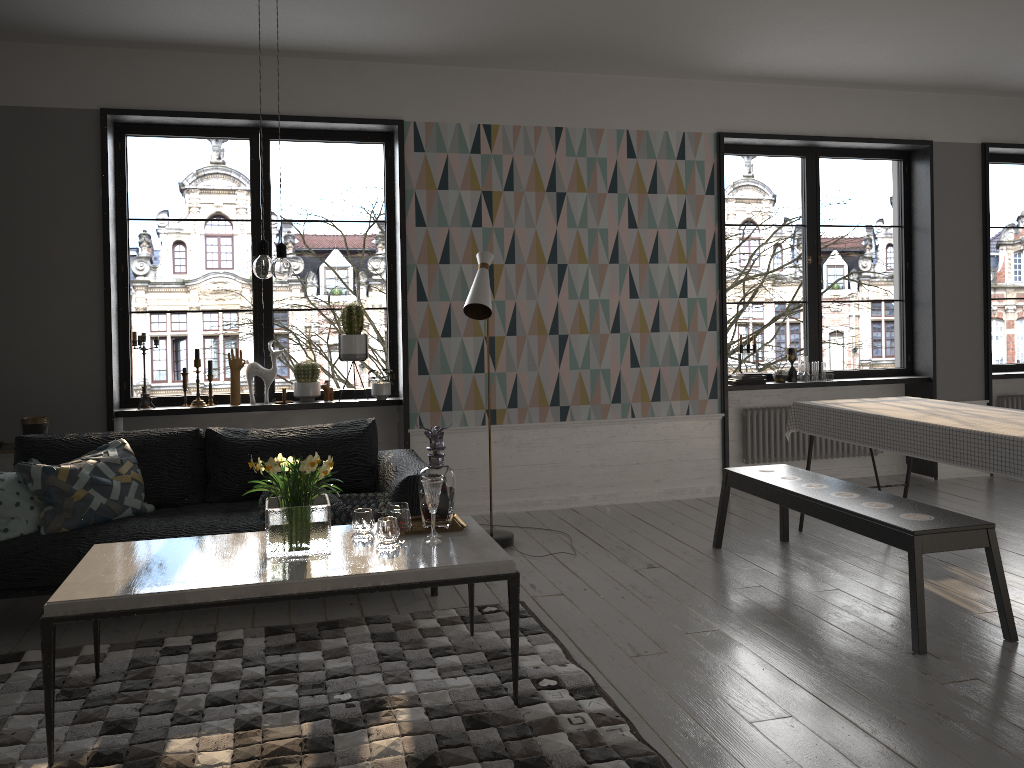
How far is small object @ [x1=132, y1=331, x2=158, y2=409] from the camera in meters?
5.5 m

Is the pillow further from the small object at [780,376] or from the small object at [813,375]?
the small object at [813,375]

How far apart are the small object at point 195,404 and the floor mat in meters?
2.1

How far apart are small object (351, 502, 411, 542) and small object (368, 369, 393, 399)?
2.27m

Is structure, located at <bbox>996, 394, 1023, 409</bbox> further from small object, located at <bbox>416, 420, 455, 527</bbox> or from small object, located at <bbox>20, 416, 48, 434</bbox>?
small object, located at <bbox>20, 416, 48, 434</bbox>

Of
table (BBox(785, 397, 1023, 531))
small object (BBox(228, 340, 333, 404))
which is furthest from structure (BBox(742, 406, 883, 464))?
small object (BBox(228, 340, 333, 404))

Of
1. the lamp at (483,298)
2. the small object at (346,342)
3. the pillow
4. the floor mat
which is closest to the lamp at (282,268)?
the floor mat

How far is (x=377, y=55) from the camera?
5.51m

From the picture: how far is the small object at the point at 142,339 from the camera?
5.5 meters

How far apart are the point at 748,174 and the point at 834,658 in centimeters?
3958cm
